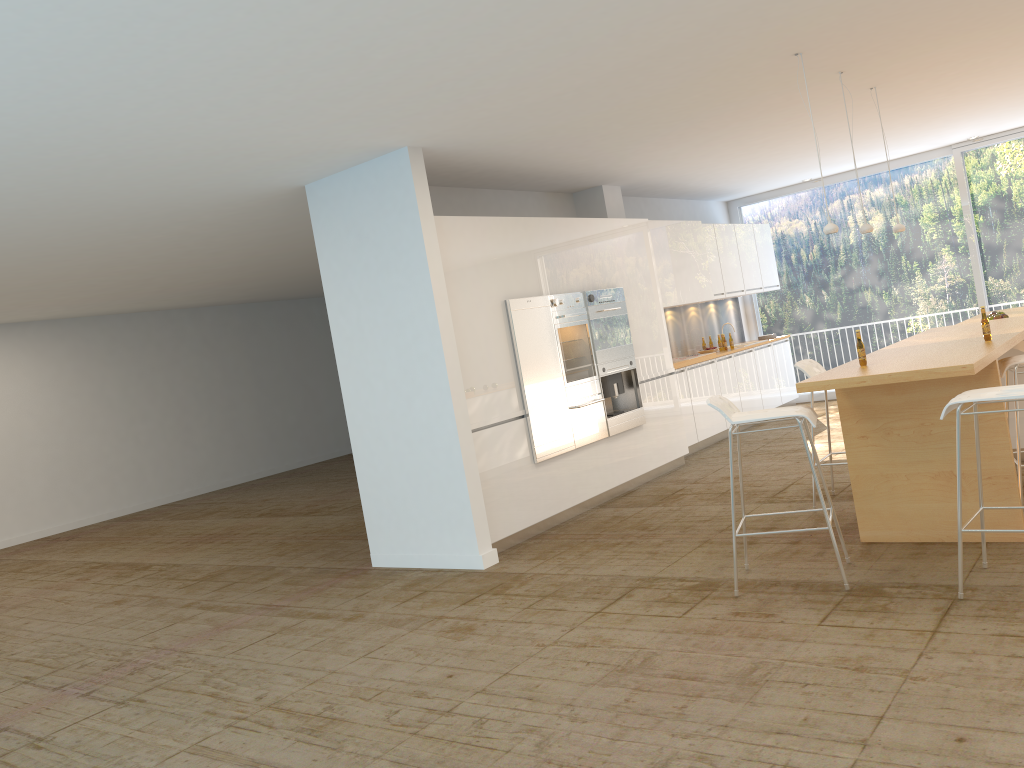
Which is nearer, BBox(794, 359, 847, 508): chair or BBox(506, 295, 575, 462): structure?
BBox(794, 359, 847, 508): chair

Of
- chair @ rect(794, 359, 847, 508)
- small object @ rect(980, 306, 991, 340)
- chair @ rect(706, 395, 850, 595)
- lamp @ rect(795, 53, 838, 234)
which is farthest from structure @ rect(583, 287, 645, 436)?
small object @ rect(980, 306, 991, 340)

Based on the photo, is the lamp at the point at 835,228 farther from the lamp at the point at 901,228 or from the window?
the window

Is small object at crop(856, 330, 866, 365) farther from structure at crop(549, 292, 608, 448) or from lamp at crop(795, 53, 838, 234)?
structure at crop(549, 292, 608, 448)

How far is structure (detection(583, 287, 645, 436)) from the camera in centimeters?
792cm

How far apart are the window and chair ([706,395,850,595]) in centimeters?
745cm

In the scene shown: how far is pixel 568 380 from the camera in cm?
748

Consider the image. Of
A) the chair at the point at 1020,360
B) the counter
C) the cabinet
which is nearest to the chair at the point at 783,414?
the counter

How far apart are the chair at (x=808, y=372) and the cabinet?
2.1m

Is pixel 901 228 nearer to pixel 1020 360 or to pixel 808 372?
pixel 808 372
